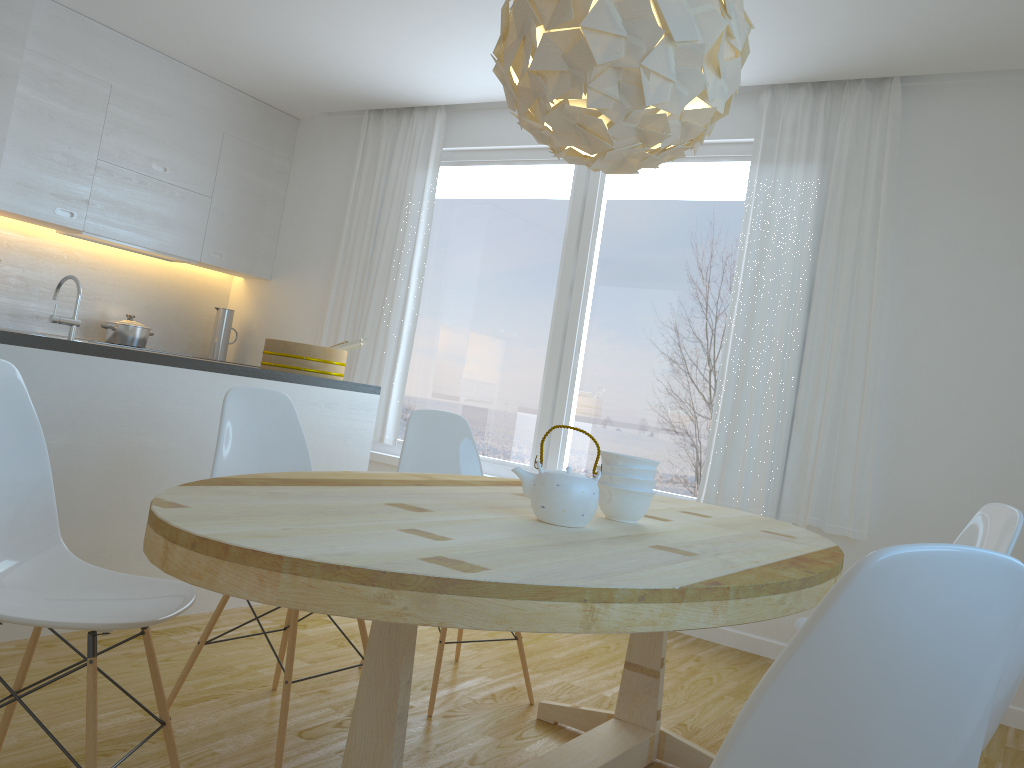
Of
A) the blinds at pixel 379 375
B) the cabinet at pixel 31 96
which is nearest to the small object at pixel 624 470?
the blinds at pixel 379 375

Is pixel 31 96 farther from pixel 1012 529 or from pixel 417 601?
pixel 1012 529

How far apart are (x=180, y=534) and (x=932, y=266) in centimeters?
362cm

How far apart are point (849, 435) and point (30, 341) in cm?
326

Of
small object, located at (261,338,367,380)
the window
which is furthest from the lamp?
the window

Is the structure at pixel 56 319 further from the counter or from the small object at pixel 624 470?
the small object at pixel 624 470

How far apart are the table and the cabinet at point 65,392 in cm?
119

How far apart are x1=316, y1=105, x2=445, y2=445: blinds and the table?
2.6 meters

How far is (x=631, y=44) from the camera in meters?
1.9 m

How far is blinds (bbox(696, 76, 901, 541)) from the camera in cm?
396
